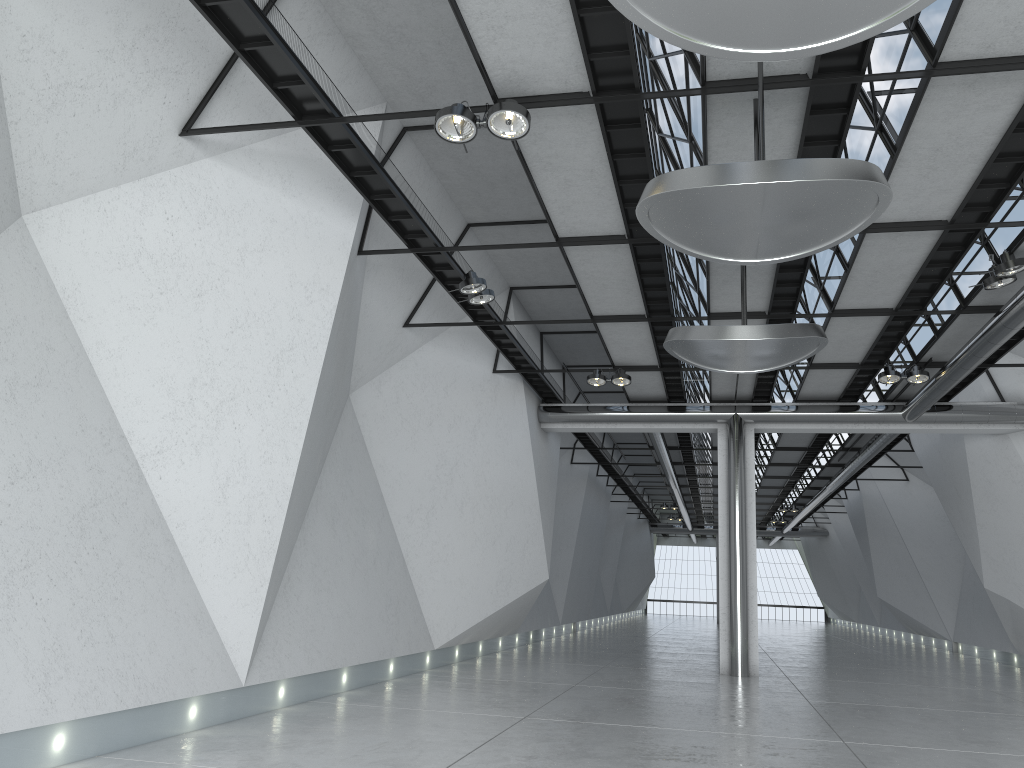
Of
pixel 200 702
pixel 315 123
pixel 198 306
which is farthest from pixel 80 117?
pixel 200 702

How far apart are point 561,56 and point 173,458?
28.93m
